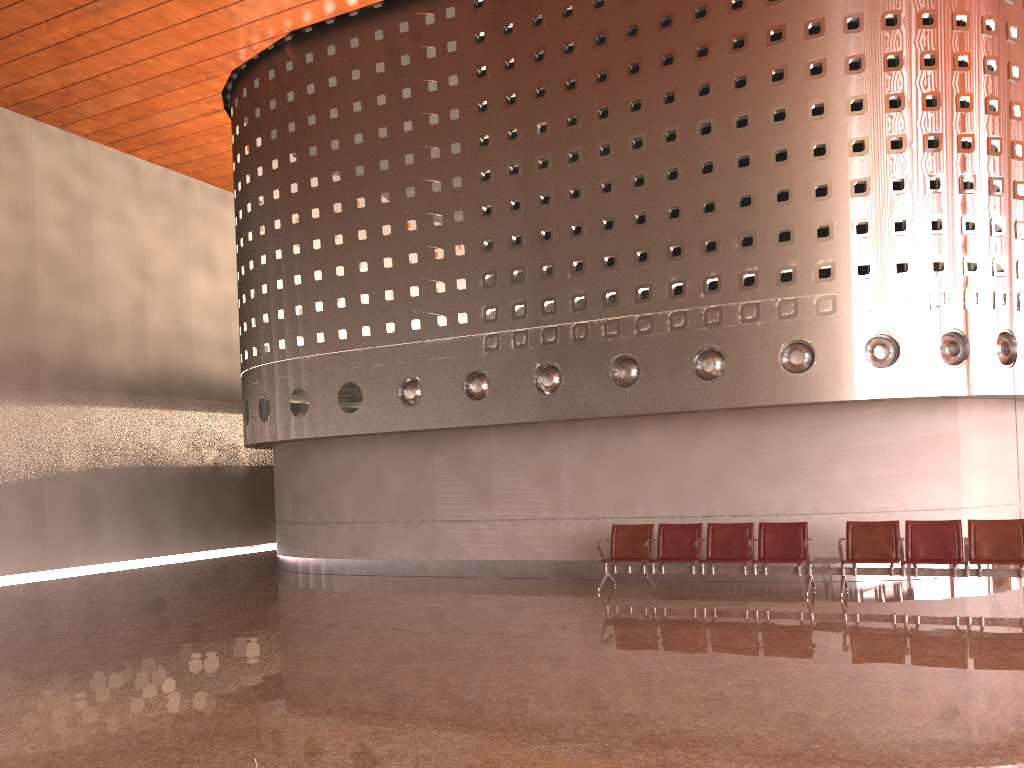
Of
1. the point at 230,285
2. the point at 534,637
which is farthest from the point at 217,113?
the point at 534,637
